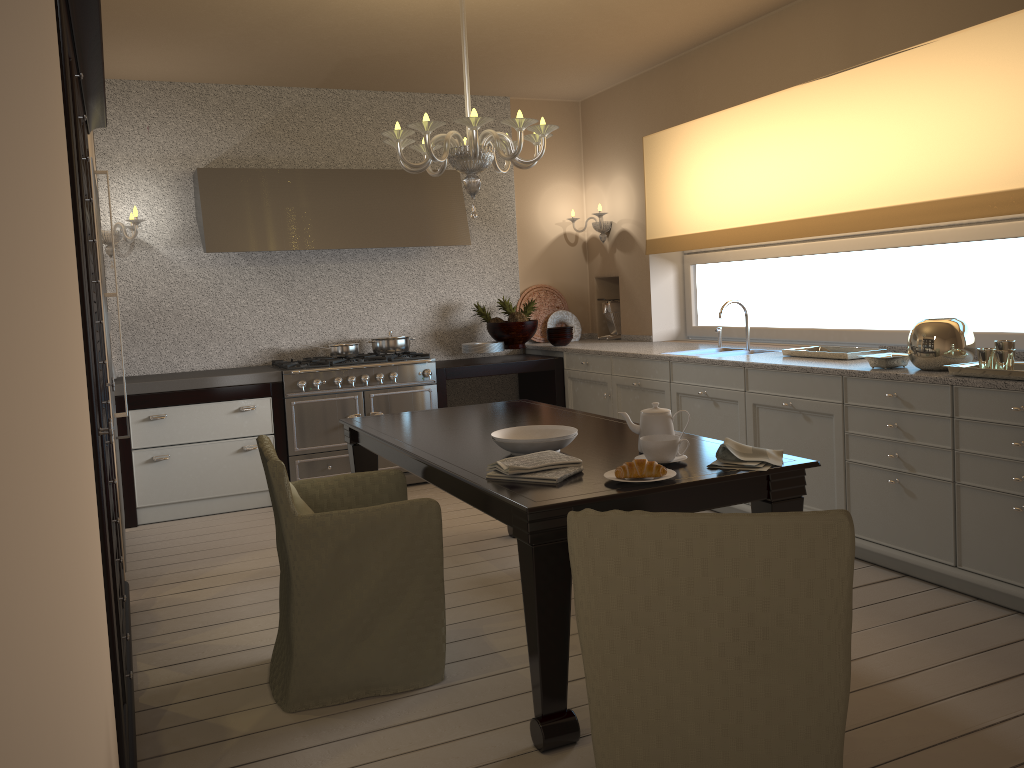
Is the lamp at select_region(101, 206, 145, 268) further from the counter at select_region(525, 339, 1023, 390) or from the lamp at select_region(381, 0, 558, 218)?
the counter at select_region(525, 339, 1023, 390)

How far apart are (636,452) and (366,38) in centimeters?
304cm

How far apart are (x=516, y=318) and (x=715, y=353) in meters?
1.6

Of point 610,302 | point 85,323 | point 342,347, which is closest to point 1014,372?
point 85,323

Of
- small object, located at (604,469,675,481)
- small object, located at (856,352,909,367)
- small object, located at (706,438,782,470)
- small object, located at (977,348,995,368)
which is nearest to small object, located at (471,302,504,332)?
small object, located at (856,352,909,367)

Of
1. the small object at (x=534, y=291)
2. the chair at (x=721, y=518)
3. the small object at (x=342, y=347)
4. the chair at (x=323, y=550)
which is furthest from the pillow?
→ the small object at (x=534, y=291)

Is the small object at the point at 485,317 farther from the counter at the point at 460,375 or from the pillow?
the pillow

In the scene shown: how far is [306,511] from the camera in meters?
2.7 m

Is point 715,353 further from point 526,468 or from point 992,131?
point 526,468

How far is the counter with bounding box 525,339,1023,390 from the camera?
3.2m
